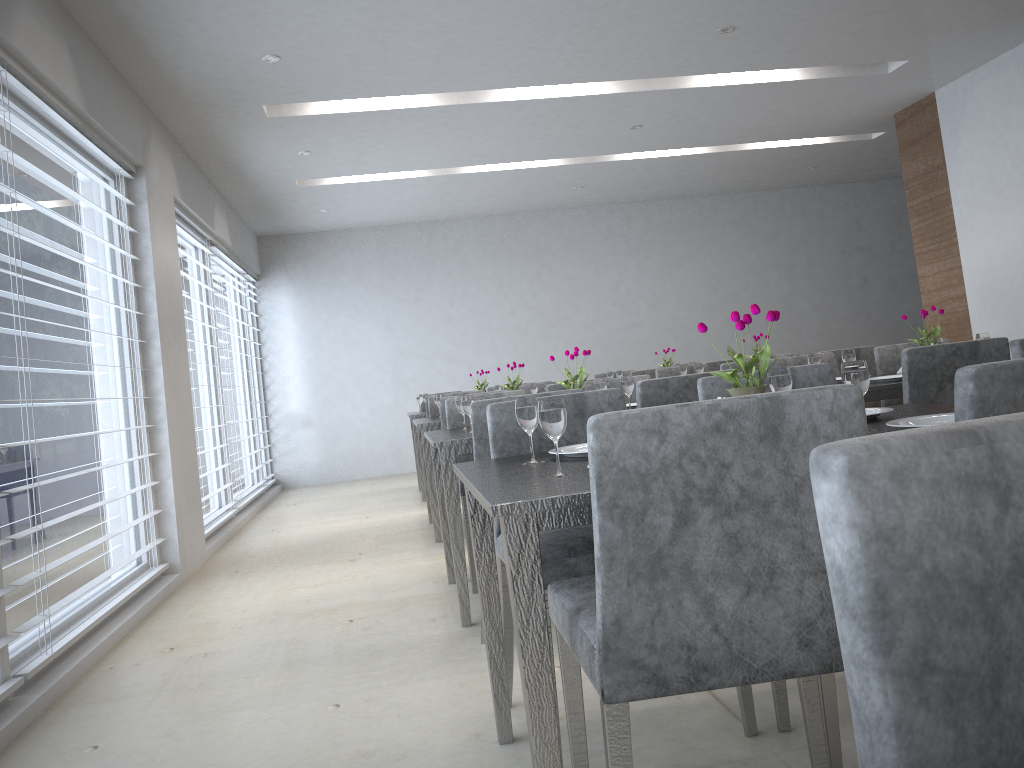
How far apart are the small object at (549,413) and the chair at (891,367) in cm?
314

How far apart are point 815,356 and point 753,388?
2.2m

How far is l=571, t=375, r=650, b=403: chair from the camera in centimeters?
406cm

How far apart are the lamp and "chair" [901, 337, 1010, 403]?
3.1 meters

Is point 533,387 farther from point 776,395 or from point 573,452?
point 776,395

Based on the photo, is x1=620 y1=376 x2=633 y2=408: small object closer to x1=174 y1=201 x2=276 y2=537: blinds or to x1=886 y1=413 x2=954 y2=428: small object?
x1=886 y1=413 x2=954 y2=428: small object

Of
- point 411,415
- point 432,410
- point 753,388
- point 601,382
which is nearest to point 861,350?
point 601,382

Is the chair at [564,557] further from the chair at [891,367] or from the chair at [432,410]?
the chair at [432,410]

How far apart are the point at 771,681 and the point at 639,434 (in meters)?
0.39

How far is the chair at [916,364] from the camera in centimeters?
306cm
